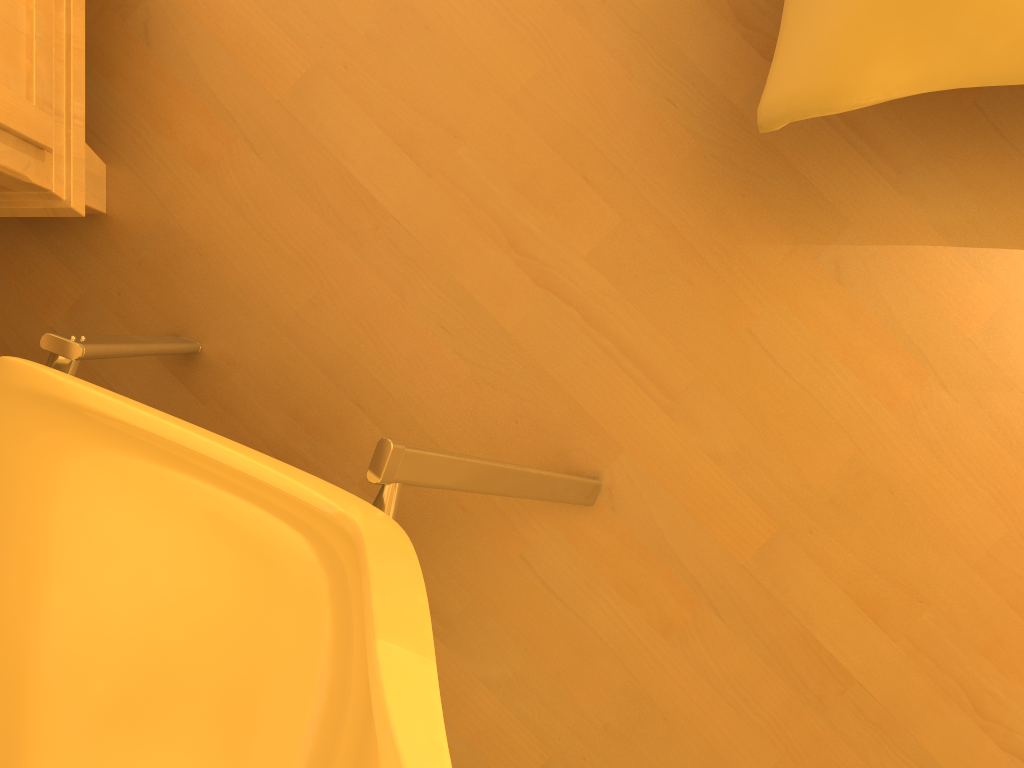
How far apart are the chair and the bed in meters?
0.4

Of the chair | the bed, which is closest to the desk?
the chair

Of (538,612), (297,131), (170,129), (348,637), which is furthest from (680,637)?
(170,129)

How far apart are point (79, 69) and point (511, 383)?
0.6m

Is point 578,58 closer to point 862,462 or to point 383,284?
point 383,284

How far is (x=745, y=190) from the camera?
1.1 meters

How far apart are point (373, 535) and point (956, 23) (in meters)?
0.59

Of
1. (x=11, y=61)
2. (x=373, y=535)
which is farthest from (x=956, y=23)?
(x=11, y=61)

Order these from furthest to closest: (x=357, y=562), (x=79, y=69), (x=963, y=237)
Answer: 1. (x=963, y=237)
2. (x=79, y=69)
3. (x=357, y=562)

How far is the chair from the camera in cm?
60
